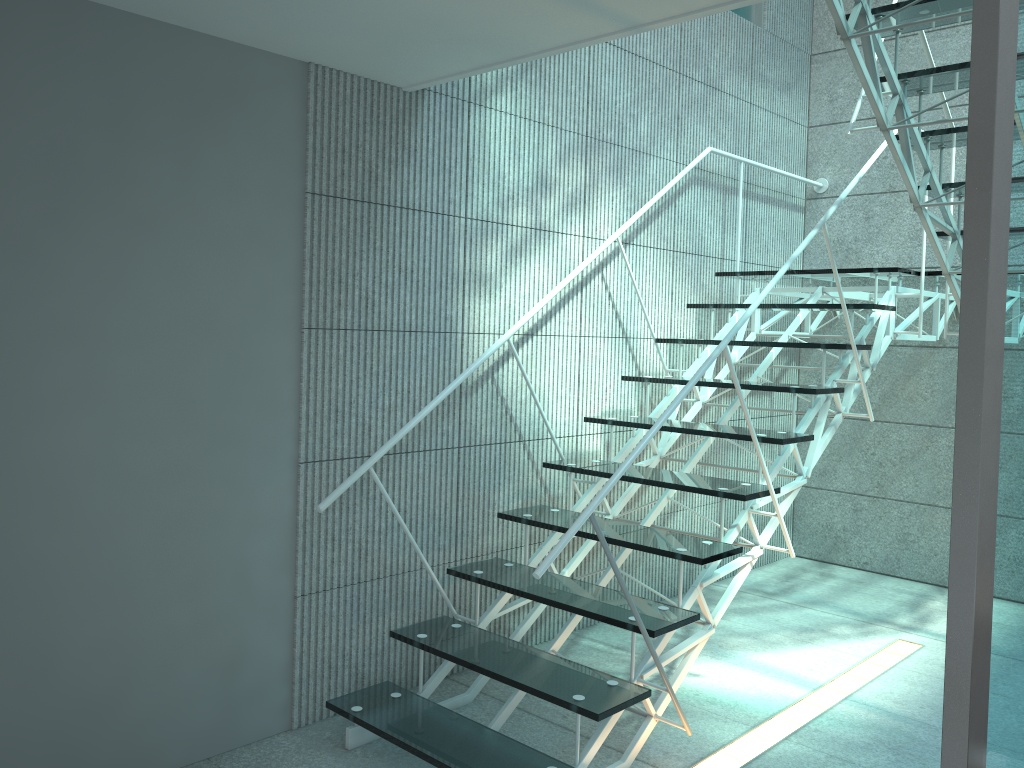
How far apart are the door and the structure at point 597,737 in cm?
102

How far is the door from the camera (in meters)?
0.97

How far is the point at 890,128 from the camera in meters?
2.8 m

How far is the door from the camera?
1.0m

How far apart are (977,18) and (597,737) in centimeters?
199cm

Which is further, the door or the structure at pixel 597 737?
the structure at pixel 597 737

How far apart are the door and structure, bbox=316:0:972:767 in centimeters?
102cm

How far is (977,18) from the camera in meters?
1.0

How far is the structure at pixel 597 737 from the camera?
2.4 meters

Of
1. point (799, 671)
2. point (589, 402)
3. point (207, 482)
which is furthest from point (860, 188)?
point (207, 482)
